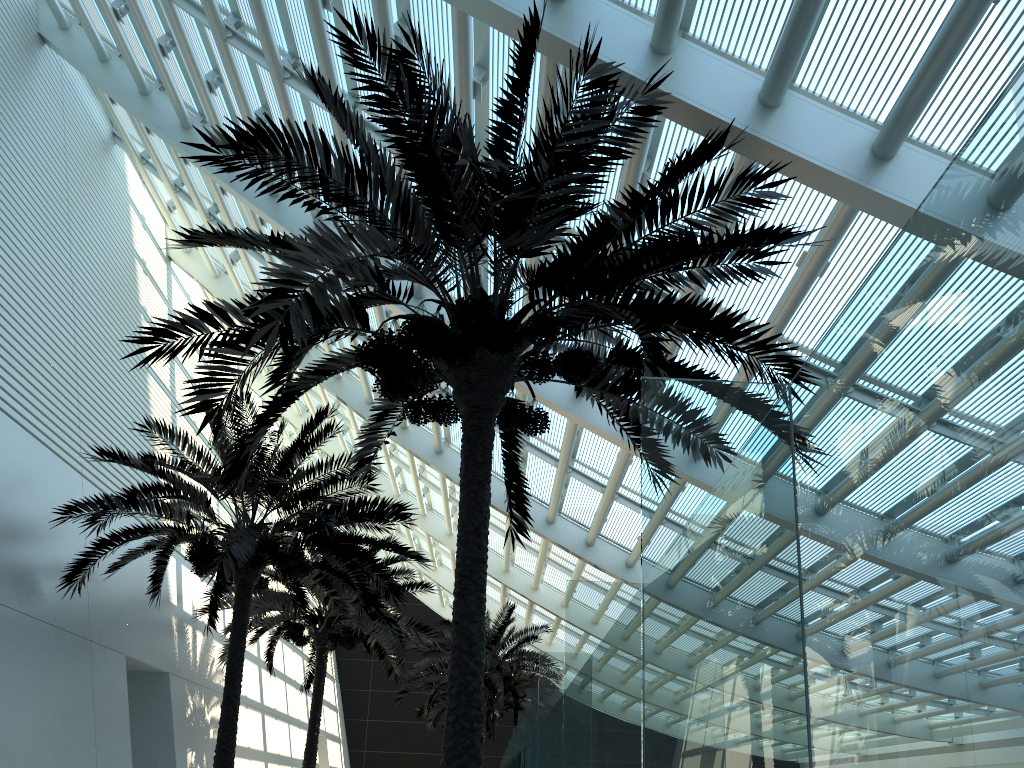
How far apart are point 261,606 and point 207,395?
11.3m

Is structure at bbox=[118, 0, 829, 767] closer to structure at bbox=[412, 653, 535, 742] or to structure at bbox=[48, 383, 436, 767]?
structure at bbox=[48, 383, 436, 767]

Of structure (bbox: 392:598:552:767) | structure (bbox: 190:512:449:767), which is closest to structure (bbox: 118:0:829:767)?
structure (bbox: 190:512:449:767)

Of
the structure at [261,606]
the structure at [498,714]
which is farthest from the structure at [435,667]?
the structure at [498,714]

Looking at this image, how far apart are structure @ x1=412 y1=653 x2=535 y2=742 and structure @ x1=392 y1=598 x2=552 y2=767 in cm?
480

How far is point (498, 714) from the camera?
29.7m

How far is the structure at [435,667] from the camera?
22.35m

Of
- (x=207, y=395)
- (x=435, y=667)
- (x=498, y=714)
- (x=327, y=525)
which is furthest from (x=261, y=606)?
(x=498, y=714)

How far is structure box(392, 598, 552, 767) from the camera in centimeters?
2235cm

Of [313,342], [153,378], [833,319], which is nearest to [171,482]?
[313,342]
